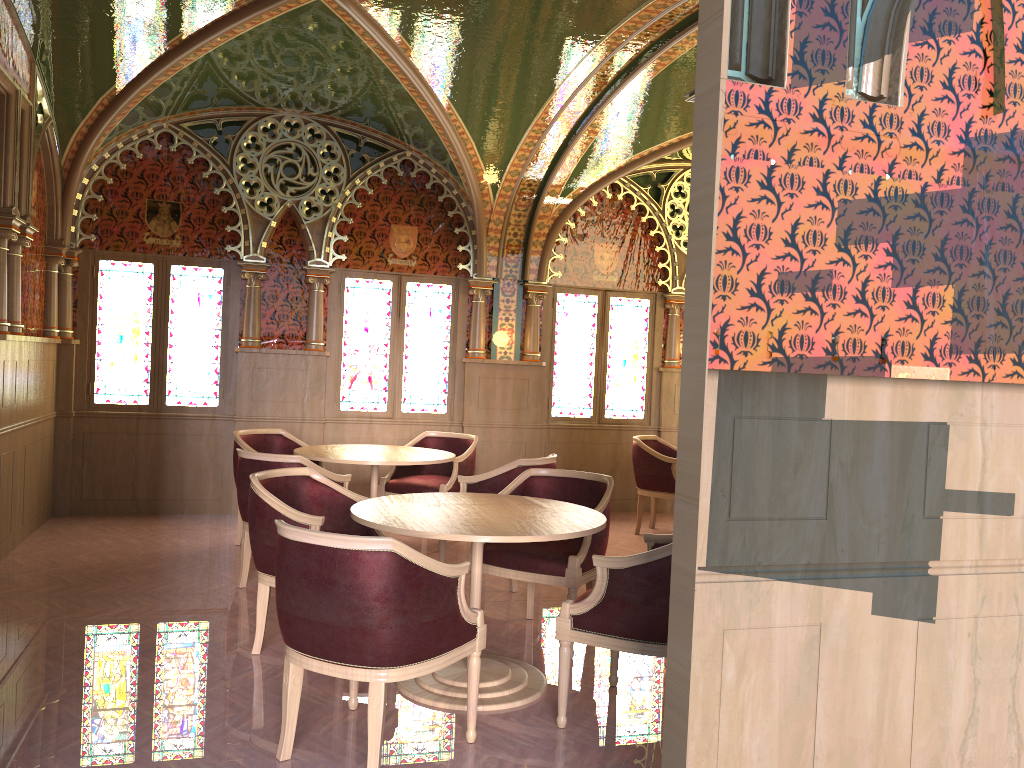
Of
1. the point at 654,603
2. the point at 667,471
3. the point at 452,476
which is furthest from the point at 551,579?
the point at 667,471

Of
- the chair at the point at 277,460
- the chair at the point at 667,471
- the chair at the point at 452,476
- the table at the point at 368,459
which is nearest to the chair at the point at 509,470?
the table at the point at 368,459

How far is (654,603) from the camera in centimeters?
335cm

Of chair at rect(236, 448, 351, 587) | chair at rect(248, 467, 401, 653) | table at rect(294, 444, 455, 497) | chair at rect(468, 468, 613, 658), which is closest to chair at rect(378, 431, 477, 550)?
table at rect(294, 444, 455, 497)

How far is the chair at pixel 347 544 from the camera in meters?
2.9 m

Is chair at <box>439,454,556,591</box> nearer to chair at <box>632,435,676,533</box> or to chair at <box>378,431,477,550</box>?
chair at <box>378,431,477,550</box>

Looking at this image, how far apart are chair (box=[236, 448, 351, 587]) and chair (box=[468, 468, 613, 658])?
1.2m

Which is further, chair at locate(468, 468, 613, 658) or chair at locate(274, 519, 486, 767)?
A: chair at locate(468, 468, 613, 658)

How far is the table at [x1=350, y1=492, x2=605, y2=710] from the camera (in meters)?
3.56

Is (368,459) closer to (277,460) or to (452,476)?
(277,460)
